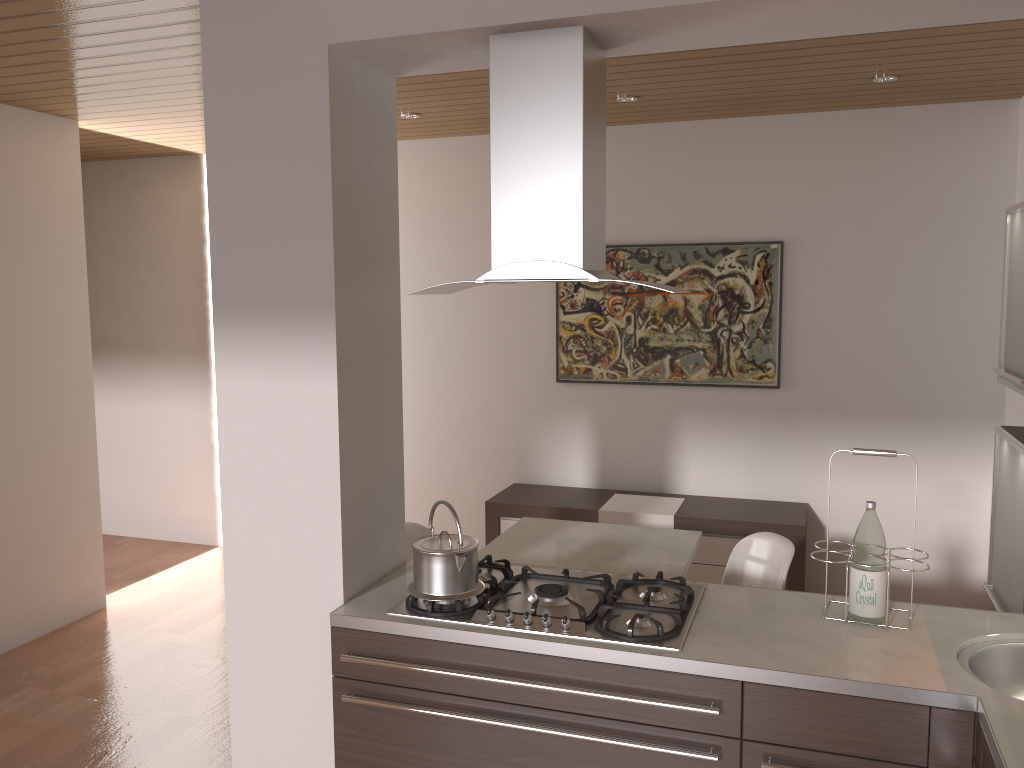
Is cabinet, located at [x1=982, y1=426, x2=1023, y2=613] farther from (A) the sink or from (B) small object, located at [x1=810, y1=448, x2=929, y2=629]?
(B) small object, located at [x1=810, y1=448, x2=929, y2=629]

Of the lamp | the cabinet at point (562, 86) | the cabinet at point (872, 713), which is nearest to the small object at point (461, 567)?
the cabinet at point (872, 713)

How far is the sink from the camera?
2.17m

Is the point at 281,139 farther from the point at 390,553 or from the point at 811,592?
the point at 811,592

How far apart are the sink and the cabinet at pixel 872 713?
0.15m

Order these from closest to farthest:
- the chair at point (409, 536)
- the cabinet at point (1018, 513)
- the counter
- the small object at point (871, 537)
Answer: the counter, the small object at point (871, 537), the cabinet at point (1018, 513), the chair at point (409, 536)

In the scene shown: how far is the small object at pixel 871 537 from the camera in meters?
2.3 m

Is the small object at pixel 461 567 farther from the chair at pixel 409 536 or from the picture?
the picture

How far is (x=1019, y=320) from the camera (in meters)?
2.80

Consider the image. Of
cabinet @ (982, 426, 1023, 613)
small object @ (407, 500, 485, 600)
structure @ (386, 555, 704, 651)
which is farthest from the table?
cabinet @ (982, 426, 1023, 613)
